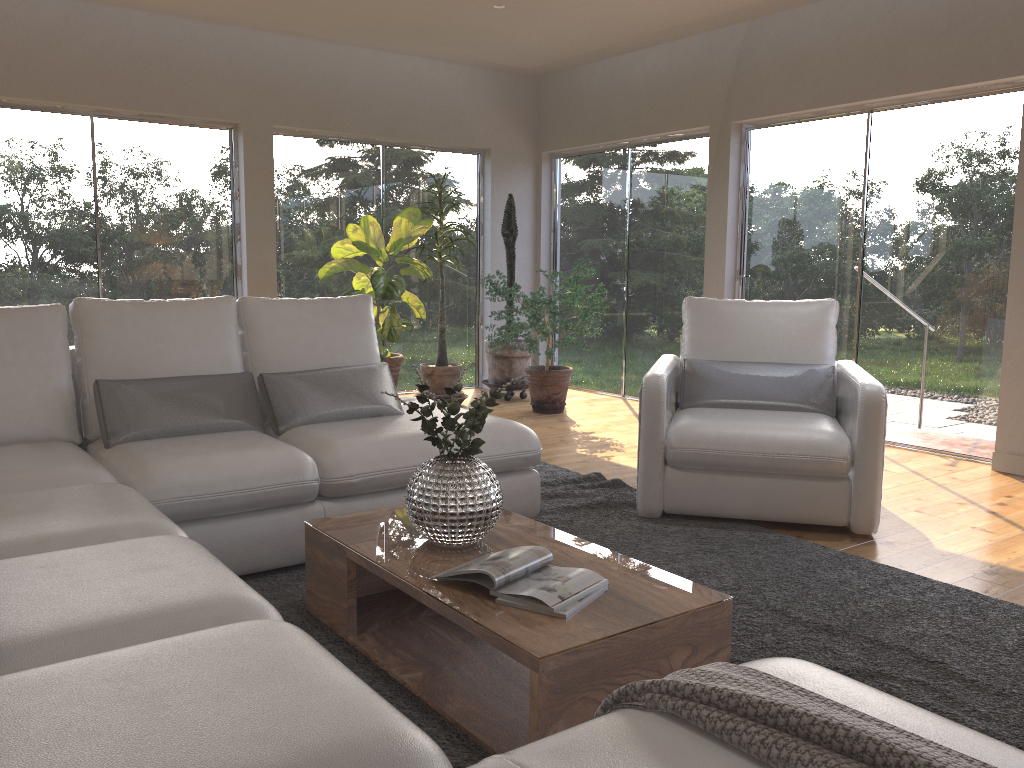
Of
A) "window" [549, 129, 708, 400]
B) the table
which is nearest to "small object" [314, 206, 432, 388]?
"window" [549, 129, 708, 400]

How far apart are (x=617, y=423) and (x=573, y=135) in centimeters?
278cm

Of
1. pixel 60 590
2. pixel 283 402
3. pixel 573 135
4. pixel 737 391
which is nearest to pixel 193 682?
pixel 60 590

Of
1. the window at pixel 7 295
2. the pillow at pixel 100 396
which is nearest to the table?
the pillow at pixel 100 396

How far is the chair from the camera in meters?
3.6

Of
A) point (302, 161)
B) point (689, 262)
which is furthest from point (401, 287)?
point (689, 262)

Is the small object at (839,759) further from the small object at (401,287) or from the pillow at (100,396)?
the small object at (401,287)

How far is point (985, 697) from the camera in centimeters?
227cm

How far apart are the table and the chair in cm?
110

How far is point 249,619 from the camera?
1.7m
